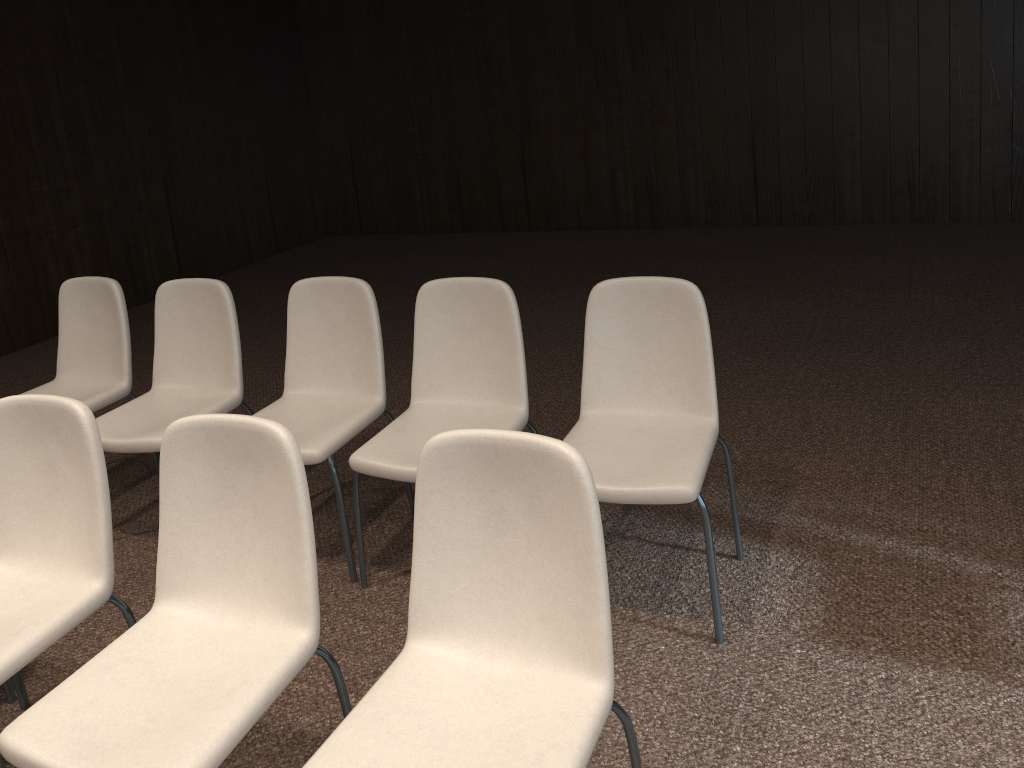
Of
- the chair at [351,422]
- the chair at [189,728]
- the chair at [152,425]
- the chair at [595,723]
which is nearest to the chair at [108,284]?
the chair at [152,425]

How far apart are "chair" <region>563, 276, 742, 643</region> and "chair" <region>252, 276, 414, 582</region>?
0.8 meters

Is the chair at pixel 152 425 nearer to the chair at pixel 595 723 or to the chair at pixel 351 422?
the chair at pixel 351 422

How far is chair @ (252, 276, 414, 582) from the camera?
2.98m

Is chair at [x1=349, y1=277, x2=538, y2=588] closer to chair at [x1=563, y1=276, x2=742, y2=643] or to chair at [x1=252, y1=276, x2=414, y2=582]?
chair at [x1=252, y1=276, x2=414, y2=582]

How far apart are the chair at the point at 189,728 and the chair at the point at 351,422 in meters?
0.8 m

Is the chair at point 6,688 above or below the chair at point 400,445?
below

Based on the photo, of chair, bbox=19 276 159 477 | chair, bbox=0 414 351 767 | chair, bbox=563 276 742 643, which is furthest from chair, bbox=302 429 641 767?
chair, bbox=19 276 159 477

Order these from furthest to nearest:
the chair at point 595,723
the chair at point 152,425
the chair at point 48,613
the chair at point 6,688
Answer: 1. the chair at point 152,425
2. the chair at point 6,688
3. the chair at point 48,613
4. the chair at point 595,723

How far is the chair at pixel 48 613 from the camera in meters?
2.1
